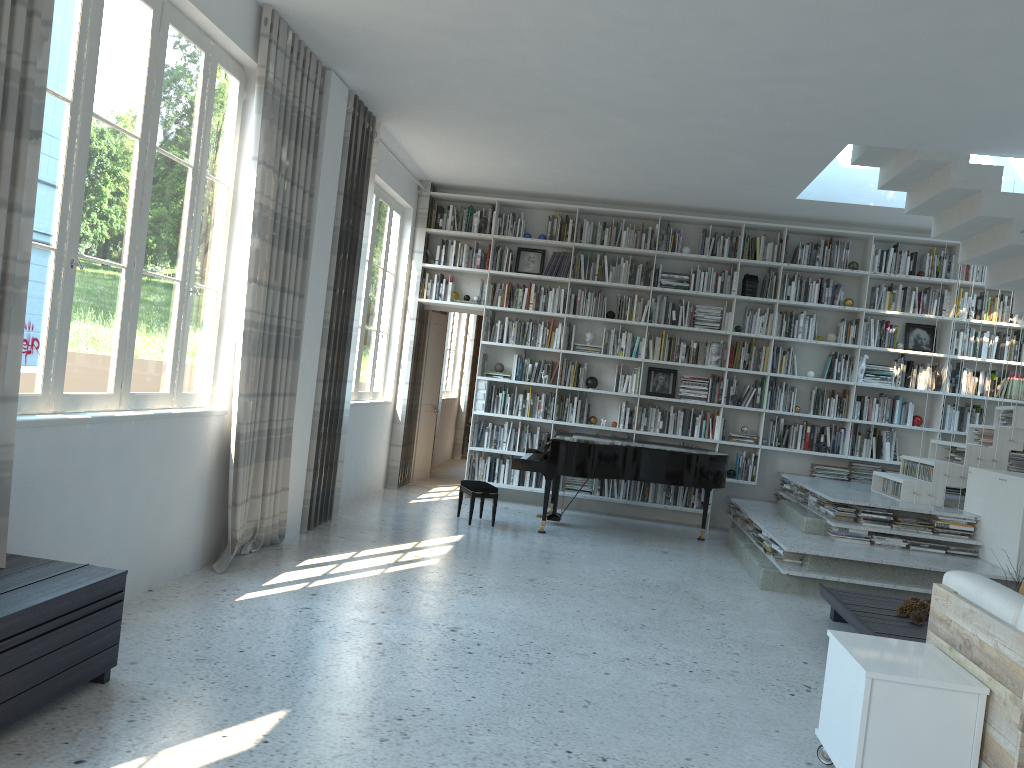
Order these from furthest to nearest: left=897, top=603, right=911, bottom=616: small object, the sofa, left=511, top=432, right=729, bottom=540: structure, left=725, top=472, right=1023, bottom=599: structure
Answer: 1. left=511, top=432, right=729, bottom=540: structure
2. left=725, top=472, right=1023, bottom=599: structure
3. left=897, top=603, right=911, bottom=616: small object
4. the sofa

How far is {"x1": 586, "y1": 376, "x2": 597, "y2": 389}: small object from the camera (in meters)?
9.18

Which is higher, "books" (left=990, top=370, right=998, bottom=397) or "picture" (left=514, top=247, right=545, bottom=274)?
"picture" (left=514, top=247, right=545, bottom=274)

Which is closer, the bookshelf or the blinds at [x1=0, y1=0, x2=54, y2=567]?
the blinds at [x1=0, y1=0, x2=54, y2=567]

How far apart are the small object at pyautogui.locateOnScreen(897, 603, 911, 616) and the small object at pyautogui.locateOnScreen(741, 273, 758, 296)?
4.47m

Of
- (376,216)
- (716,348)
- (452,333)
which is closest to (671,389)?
(716,348)

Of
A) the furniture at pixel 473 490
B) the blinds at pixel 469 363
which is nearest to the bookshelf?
the furniture at pixel 473 490

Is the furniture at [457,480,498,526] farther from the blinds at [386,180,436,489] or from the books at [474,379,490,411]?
the blinds at [386,180,436,489]

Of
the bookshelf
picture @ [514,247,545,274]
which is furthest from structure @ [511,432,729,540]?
picture @ [514,247,545,274]

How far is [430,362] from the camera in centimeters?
1010cm
